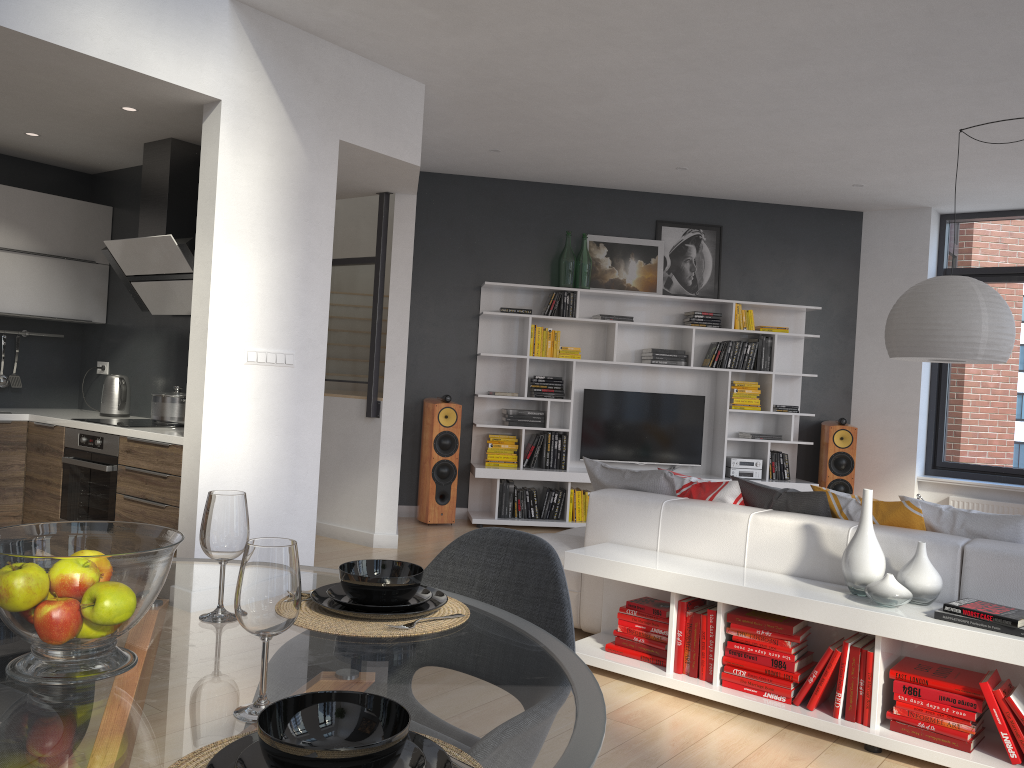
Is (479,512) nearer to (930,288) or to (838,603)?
(930,288)

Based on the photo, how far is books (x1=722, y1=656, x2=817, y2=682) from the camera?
3.32m

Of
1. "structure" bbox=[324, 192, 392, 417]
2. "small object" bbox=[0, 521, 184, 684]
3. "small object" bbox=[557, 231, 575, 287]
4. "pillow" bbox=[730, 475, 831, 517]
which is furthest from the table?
"small object" bbox=[557, 231, 575, 287]

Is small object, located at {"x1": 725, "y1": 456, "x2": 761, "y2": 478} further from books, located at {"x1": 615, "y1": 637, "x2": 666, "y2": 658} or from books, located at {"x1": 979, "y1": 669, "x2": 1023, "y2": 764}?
books, located at {"x1": 979, "y1": 669, "x2": 1023, "y2": 764}

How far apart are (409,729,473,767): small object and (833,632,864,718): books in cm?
256

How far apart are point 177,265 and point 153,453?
1.1m

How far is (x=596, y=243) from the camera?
7.9m

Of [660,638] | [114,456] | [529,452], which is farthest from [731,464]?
[114,456]

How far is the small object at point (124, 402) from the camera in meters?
5.6 m

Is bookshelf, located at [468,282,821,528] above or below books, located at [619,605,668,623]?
above
